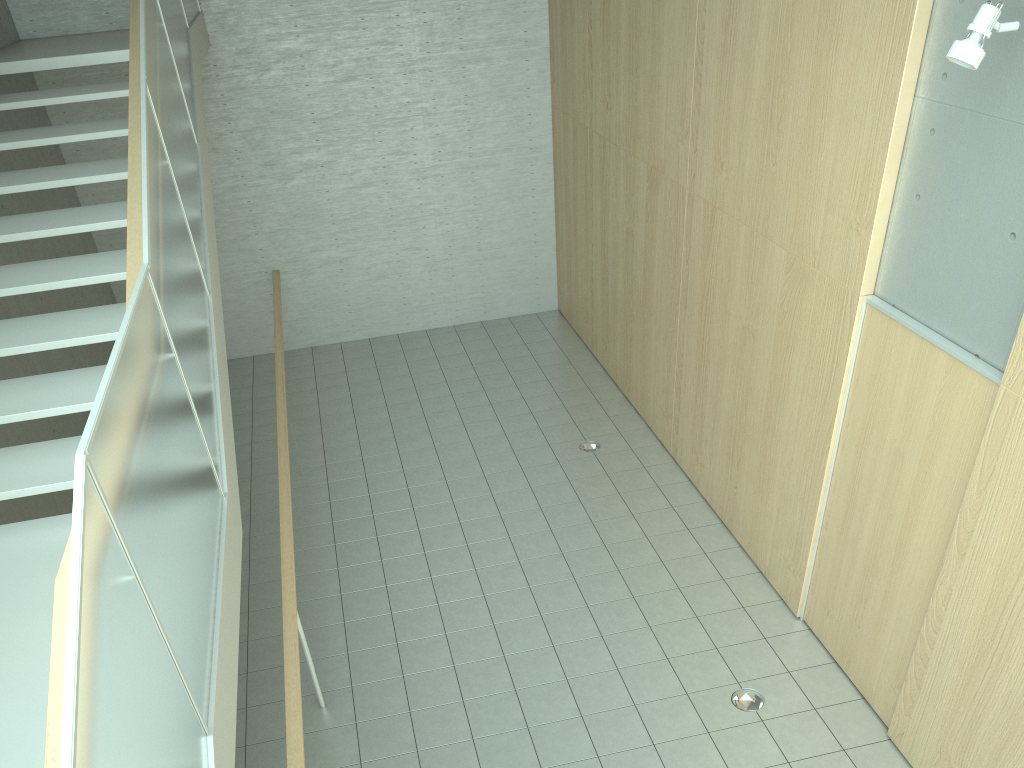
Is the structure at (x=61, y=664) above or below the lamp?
below

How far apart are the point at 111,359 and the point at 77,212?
3.6m

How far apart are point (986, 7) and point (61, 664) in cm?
370

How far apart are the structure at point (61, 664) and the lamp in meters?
3.2

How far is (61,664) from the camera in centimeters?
197cm

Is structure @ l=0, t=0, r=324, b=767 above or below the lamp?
below

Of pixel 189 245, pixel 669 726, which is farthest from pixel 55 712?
pixel 669 726

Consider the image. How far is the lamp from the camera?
3.2 meters

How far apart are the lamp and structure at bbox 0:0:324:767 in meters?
3.2 m

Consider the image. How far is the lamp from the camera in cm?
323
